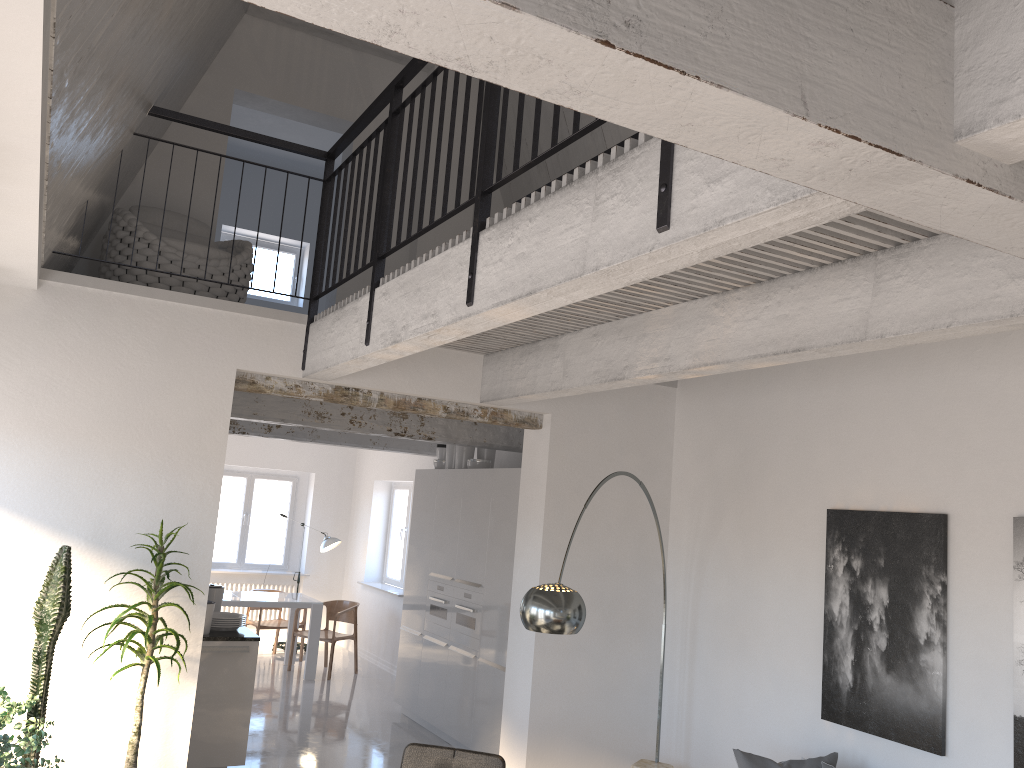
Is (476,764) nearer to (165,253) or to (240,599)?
(165,253)

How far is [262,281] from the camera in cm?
1043

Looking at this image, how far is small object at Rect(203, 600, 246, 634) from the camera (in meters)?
6.32

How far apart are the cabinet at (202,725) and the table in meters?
3.5

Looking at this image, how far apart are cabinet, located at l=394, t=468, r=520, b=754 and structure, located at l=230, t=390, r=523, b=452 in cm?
26

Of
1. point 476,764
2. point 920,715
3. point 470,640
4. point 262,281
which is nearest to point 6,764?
point 476,764

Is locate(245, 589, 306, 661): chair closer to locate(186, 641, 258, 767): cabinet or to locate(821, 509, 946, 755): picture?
locate(186, 641, 258, 767): cabinet

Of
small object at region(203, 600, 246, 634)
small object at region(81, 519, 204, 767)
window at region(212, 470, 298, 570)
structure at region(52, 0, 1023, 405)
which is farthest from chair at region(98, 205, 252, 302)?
window at region(212, 470, 298, 570)

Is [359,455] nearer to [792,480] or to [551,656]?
[551,656]

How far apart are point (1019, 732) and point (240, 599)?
7.9m
